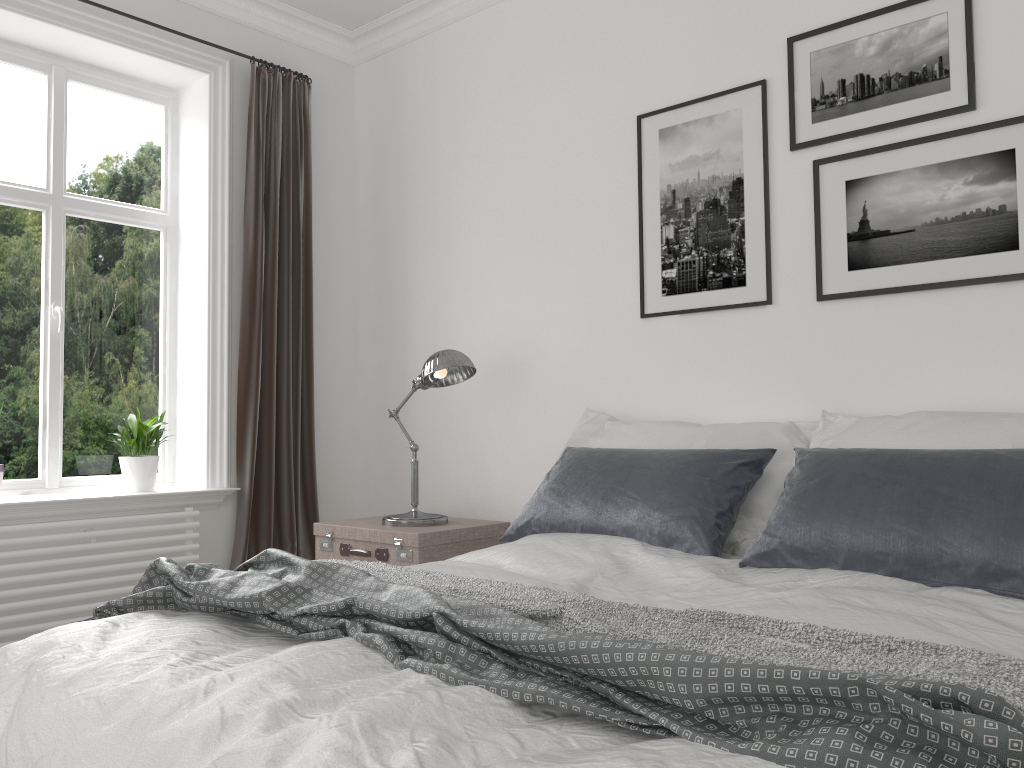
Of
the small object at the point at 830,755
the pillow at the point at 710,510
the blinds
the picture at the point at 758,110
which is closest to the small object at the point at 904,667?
the small object at the point at 830,755

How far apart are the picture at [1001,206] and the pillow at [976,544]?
0.6m

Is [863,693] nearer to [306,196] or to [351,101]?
[306,196]

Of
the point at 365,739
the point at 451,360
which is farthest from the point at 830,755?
the point at 451,360

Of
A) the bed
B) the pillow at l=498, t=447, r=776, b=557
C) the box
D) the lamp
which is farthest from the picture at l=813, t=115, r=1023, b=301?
the box

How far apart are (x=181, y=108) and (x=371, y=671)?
3.61m

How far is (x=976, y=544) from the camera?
2.0m

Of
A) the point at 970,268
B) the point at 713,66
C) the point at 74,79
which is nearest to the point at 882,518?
the point at 970,268

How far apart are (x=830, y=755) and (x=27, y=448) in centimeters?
371cm

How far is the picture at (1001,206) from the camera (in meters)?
2.65
